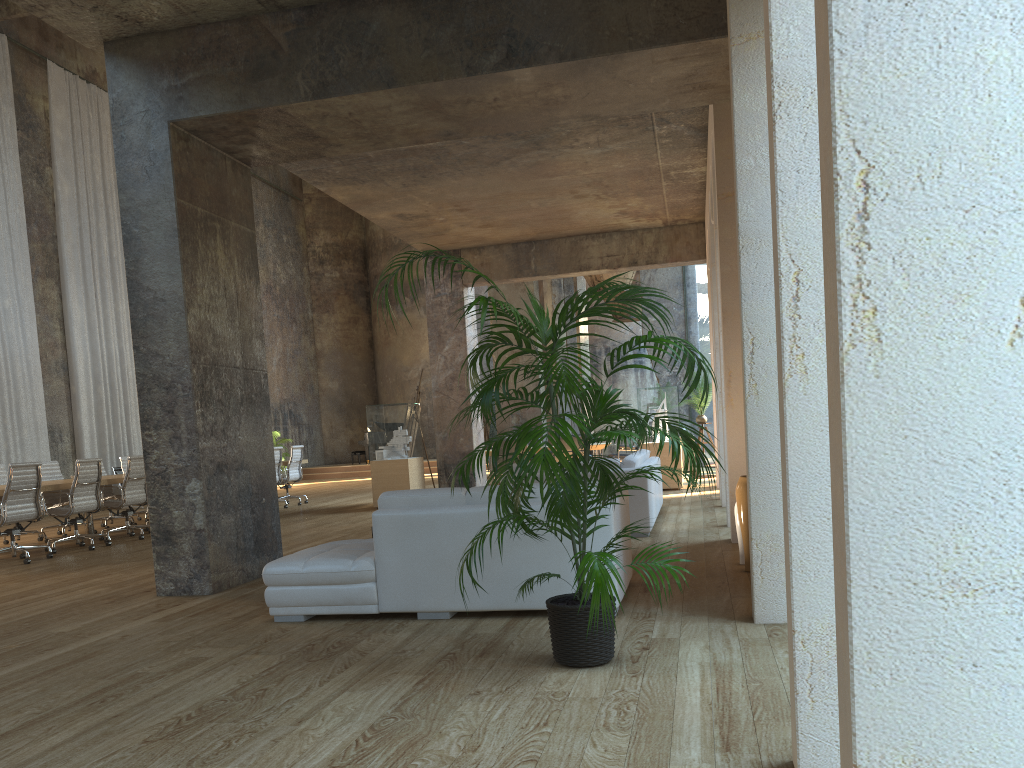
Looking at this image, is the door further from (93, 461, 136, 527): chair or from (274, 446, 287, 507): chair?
(93, 461, 136, 527): chair

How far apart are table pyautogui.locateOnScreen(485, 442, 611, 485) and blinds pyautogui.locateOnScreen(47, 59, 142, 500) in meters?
9.9

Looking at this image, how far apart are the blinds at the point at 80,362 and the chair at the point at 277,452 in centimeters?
543cm

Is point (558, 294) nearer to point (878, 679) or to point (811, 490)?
point (811, 490)

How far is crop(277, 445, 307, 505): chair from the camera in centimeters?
1496cm

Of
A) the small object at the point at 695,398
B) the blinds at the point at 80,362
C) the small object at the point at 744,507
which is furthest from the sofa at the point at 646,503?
the blinds at the point at 80,362

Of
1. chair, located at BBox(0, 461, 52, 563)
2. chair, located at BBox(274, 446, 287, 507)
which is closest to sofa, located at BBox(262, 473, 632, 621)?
chair, located at BBox(0, 461, 52, 563)

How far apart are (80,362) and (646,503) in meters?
13.9

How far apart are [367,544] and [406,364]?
23.0 meters

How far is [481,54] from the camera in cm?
579
